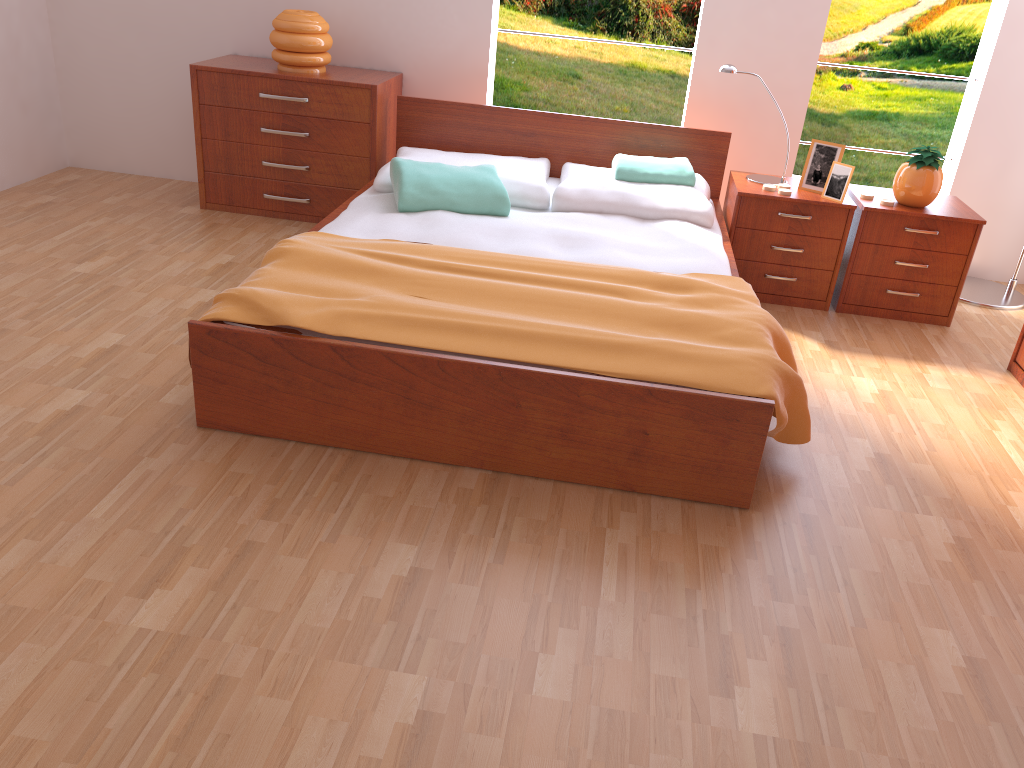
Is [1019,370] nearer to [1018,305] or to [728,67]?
[1018,305]

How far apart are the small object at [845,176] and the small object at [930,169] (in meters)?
0.21

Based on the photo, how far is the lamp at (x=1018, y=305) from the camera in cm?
371

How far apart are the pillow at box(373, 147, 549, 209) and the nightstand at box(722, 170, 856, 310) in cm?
71

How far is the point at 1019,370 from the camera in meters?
3.0

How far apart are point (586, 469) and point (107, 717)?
1.17m

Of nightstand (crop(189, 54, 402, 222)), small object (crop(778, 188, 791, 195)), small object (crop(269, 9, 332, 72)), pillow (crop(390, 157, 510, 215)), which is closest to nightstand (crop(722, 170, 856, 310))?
small object (crop(778, 188, 791, 195))

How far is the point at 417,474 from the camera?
2.2 meters

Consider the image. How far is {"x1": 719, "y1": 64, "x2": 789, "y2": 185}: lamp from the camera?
3.4m

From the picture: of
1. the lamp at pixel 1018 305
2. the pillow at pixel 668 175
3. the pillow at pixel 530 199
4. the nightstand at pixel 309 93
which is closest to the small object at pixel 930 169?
the lamp at pixel 1018 305
